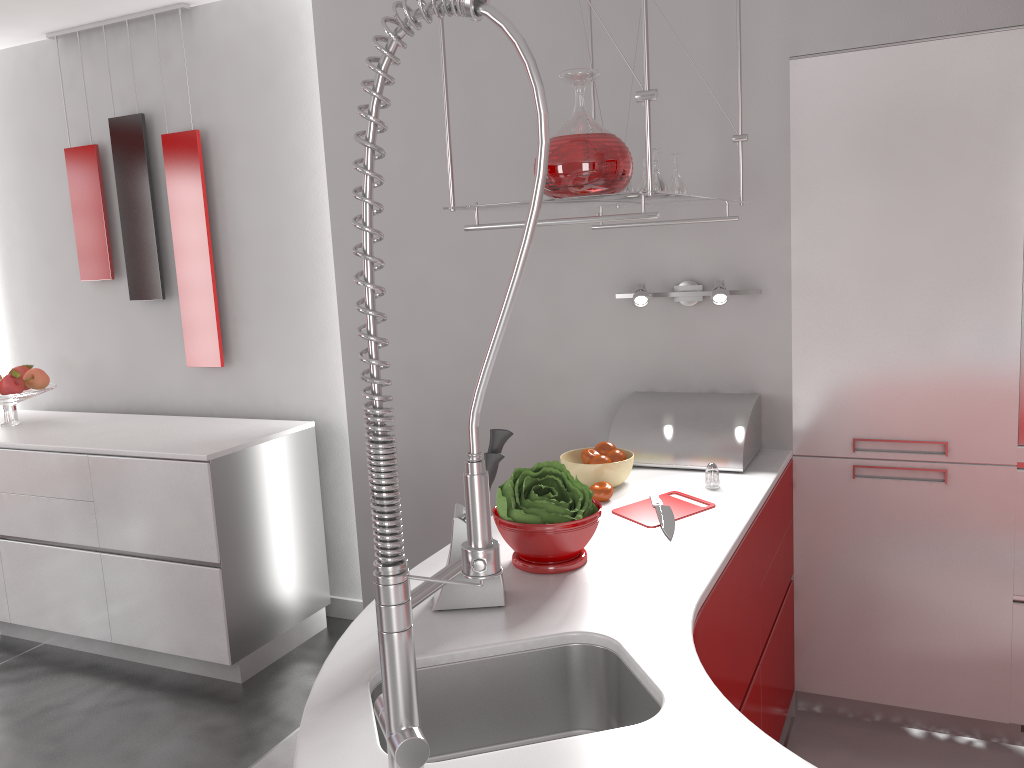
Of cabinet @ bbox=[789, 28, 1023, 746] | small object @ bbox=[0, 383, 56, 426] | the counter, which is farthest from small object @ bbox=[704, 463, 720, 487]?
small object @ bbox=[0, 383, 56, 426]

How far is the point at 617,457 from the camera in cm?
241

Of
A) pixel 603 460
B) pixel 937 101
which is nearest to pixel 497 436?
pixel 603 460

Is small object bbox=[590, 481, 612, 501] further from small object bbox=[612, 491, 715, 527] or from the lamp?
the lamp

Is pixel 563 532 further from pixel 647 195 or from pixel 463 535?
pixel 647 195

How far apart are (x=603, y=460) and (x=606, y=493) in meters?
0.1 m

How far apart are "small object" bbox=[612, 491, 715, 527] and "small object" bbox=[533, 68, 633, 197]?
0.8m

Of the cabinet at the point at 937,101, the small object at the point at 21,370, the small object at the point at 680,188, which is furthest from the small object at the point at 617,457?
the small object at the point at 21,370

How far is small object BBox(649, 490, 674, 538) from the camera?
2.02m

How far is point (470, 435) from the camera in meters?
0.9
